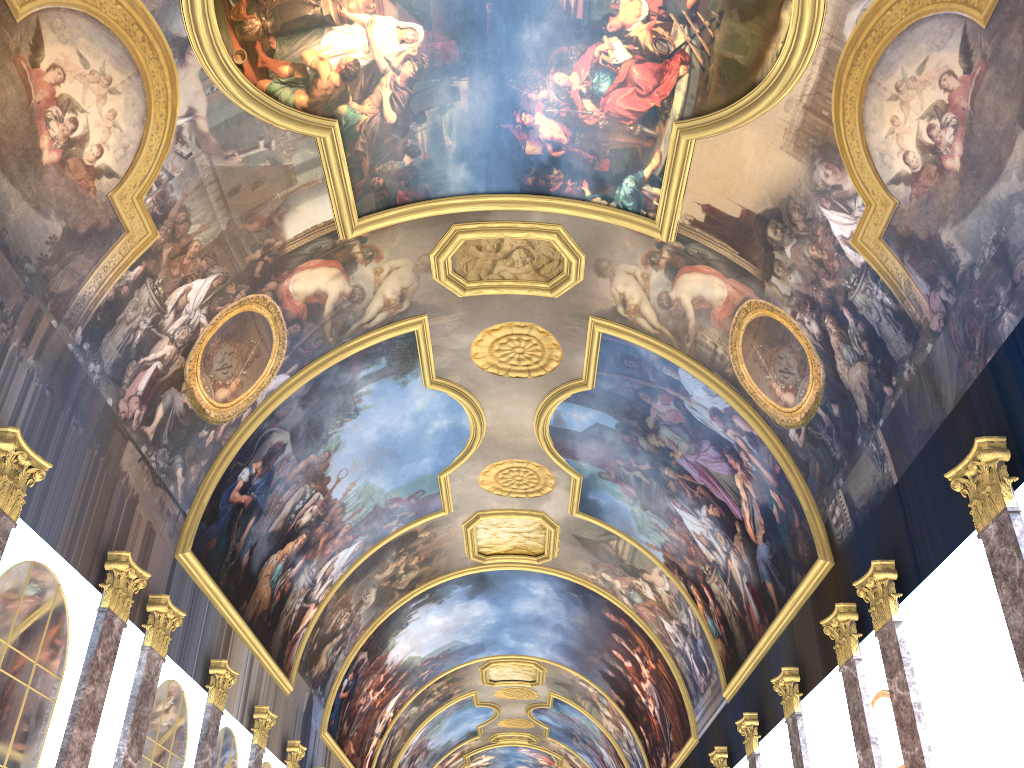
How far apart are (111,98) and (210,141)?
1.8 meters
